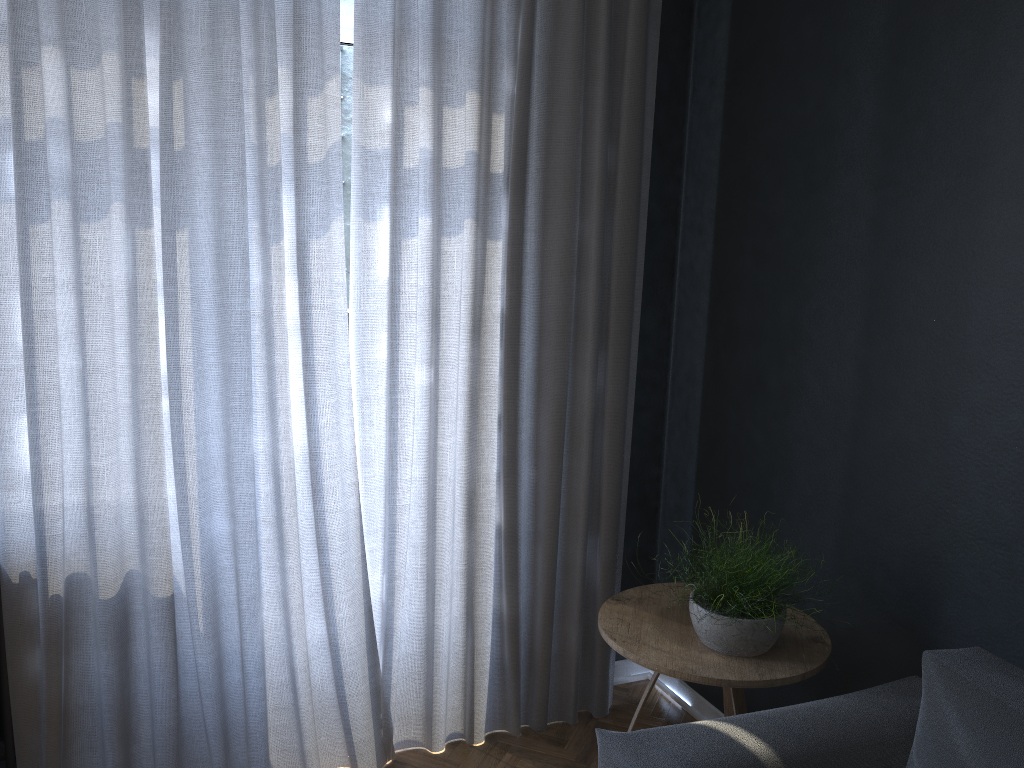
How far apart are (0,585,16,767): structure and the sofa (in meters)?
1.55

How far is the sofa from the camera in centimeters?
163cm

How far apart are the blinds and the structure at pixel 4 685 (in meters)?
0.02

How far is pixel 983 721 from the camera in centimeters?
163cm

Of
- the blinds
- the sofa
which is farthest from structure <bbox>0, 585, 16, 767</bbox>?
the sofa

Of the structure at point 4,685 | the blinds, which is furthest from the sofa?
the structure at point 4,685

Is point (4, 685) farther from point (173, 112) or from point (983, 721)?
point (983, 721)

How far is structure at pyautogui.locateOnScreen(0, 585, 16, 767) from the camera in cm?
228

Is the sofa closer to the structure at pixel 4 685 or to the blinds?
the blinds

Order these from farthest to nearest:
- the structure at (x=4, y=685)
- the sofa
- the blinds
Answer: the structure at (x=4, y=685) → the blinds → the sofa
